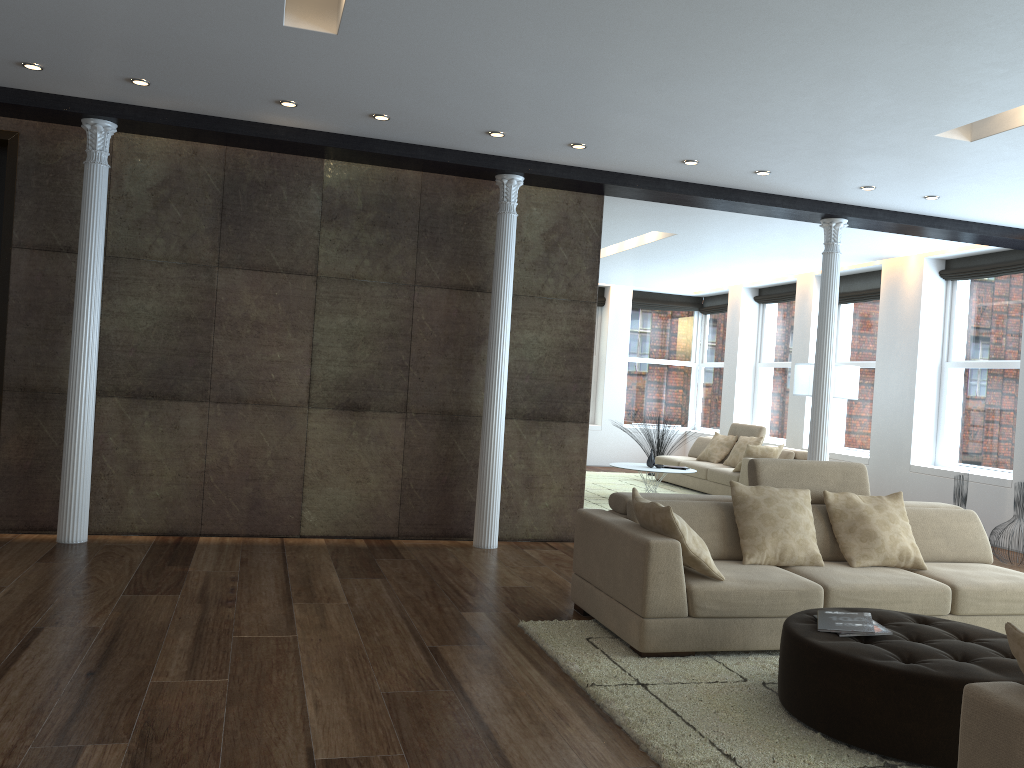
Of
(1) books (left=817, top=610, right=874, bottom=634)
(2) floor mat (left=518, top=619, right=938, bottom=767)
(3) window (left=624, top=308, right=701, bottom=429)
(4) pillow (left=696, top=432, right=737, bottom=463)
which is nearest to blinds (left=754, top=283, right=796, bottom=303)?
(3) window (left=624, top=308, right=701, bottom=429)

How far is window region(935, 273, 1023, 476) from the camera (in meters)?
9.11

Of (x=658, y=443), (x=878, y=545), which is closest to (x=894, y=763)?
(x=878, y=545)

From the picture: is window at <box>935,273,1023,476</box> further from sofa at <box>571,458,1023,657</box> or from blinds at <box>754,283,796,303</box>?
sofa at <box>571,458,1023,657</box>

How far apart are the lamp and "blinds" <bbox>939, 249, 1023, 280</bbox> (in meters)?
1.47

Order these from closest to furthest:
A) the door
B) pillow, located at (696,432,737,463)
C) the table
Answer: the door
the table
pillow, located at (696,432,737,463)

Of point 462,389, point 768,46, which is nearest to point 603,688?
point 768,46

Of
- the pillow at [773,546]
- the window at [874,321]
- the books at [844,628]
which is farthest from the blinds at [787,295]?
the books at [844,628]

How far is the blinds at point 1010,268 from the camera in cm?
903

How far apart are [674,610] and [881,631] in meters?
1.0
